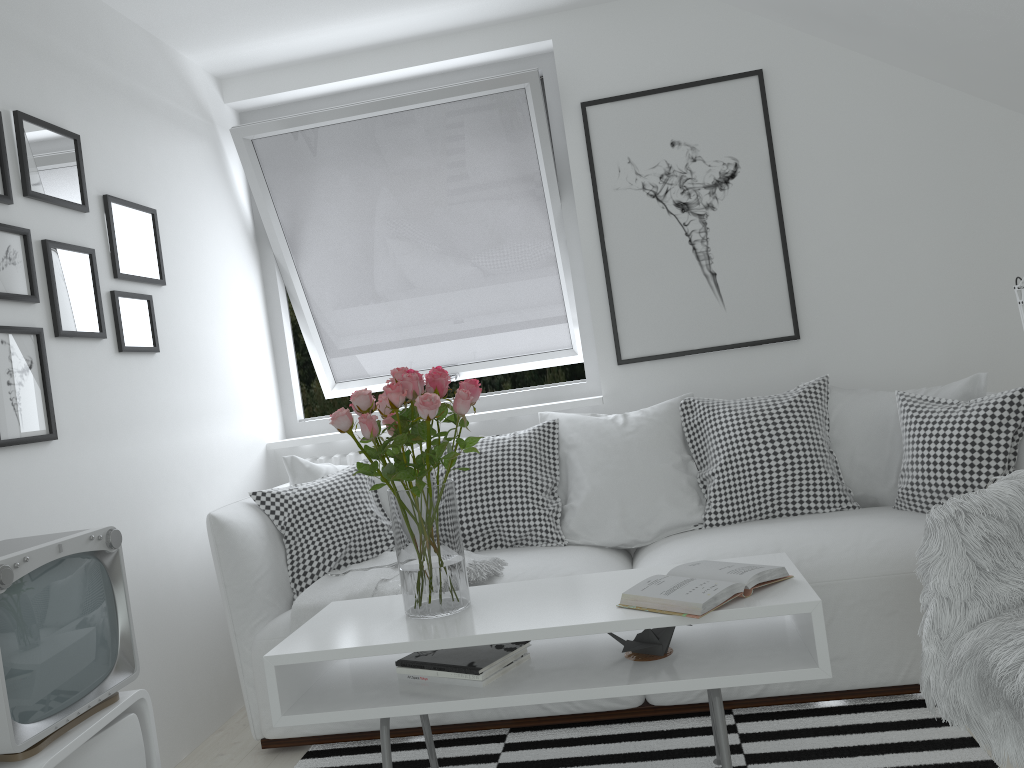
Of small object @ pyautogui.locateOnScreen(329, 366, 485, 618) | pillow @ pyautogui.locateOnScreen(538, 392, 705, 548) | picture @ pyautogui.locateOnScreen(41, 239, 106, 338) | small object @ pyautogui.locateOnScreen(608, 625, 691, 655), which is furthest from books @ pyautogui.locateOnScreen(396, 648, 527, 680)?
picture @ pyautogui.locateOnScreen(41, 239, 106, 338)

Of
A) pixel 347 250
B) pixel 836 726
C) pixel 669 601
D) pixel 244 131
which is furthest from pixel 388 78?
pixel 836 726

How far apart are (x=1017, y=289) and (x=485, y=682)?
1.62m

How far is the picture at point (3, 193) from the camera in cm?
234

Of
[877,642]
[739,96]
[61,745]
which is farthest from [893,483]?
[61,745]

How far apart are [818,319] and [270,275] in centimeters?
234cm

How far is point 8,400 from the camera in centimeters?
225cm

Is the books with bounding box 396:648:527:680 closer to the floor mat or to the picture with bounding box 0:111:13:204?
the floor mat

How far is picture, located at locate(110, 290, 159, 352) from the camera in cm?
278

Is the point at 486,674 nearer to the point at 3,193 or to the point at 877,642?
the point at 877,642
